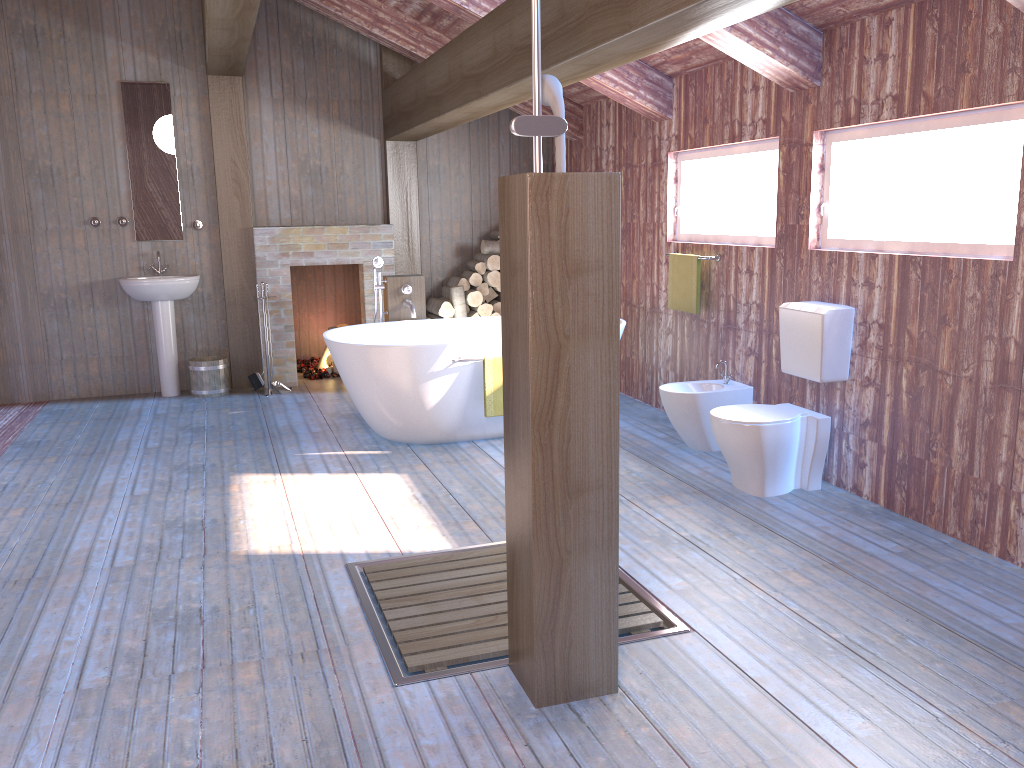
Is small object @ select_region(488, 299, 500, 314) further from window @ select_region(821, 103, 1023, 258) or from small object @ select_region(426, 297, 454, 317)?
window @ select_region(821, 103, 1023, 258)

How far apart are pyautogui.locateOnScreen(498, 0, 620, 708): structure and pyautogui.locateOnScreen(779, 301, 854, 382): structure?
2.11m

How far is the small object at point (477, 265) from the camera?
7.5m

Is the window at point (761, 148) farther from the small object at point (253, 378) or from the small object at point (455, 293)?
the small object at point (253, 378)

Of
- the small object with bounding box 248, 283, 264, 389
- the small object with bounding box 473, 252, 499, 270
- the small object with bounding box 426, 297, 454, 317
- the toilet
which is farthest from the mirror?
the toilet

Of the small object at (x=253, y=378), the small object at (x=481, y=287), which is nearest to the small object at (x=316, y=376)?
the small object at (x=253, y=378)

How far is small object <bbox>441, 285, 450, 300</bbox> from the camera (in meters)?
7.61

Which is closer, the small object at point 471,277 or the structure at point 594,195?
the structure at point 594,195

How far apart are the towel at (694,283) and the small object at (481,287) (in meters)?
2.17

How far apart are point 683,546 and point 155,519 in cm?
243
